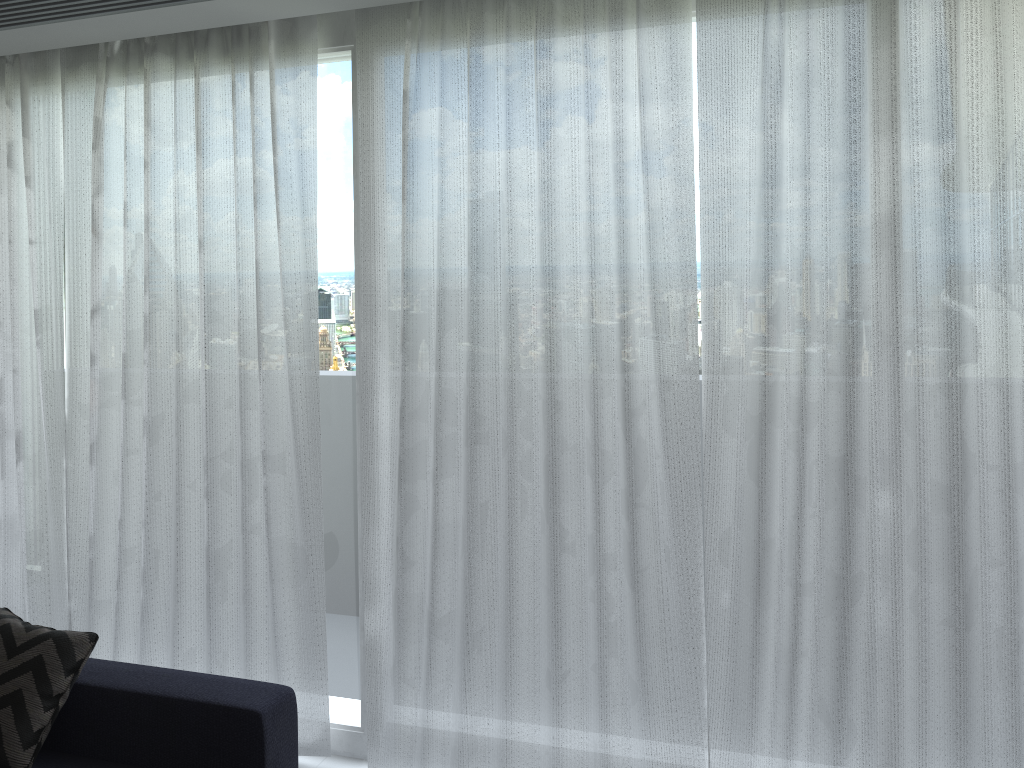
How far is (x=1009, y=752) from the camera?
2.4 meters

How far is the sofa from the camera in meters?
2.5 m

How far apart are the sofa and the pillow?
0.0m

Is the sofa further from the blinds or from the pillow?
the blinds

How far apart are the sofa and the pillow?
0.05m

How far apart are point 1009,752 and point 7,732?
2.77m

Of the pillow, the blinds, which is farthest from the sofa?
the blinds

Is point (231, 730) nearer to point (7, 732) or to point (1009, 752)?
point (7, 732)

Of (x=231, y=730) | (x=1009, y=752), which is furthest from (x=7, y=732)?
(x=1009, y=752)

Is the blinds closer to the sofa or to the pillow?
the sofa
